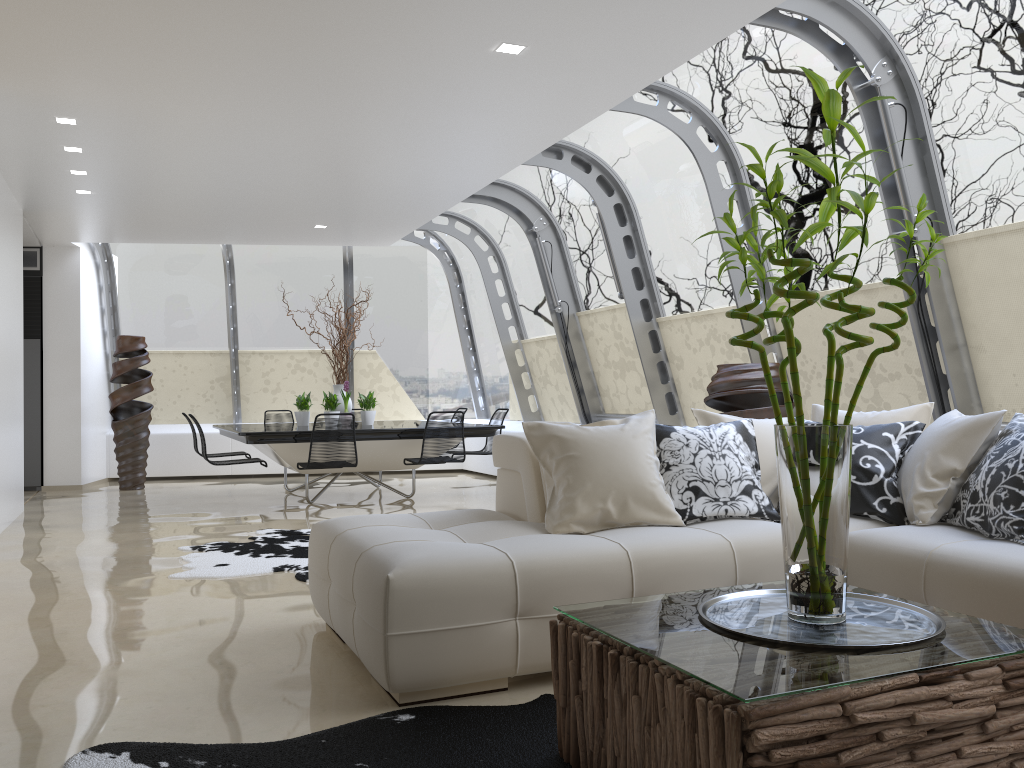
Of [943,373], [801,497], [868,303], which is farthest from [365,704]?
[868,303]

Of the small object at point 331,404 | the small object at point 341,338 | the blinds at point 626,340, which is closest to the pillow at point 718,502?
the blinds at point 626,340

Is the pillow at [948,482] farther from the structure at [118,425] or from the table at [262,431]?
the structure at [118,425]

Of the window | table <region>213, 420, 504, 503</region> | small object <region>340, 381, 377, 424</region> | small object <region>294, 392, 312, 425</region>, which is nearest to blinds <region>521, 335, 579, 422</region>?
the window

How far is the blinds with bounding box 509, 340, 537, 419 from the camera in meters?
11.1 m

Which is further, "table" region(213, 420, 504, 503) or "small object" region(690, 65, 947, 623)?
"table" region(213, 420, 504, 503)

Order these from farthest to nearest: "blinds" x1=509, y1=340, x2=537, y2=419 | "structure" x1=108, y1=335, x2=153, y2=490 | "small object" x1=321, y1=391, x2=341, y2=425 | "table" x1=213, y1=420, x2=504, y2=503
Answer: "blinds" x1=509, y1=340, x2=537, y2=419 → "structure" x1=108, y1=335, x2=153, y2=490 → "small object" x1=321, y1=391, x2=341, y2=425 → "table" x1=213, y1=420, x2=504, y2=503

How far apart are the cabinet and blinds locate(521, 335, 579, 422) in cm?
579

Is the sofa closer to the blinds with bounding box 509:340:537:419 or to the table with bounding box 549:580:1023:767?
the table with bounding box 549:580:1023:767

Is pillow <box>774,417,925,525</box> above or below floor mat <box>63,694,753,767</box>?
above
